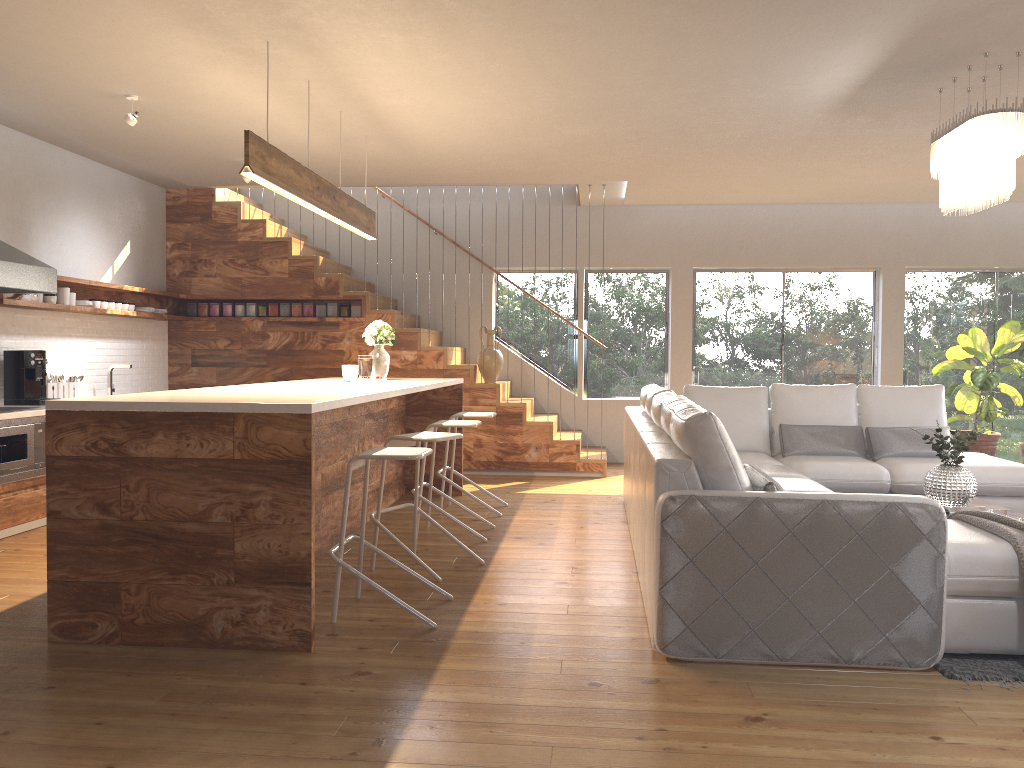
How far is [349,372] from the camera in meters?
6.2 m

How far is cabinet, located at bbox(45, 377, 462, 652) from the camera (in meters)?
3.45

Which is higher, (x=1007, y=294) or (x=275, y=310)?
(x=1007, y=294)

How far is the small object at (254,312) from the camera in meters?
8.8 m

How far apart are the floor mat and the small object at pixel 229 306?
7.27m

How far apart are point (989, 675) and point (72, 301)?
6.63m

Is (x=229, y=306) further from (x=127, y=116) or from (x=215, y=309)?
(x=127, y=116)

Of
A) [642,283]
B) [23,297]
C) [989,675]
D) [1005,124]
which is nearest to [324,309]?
[23,297]

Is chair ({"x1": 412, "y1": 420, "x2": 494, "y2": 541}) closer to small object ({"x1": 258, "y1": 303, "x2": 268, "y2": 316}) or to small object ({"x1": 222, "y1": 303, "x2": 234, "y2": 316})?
small object ({"x1": 258, "y1": 303, "x2": 268, "y2": 316})

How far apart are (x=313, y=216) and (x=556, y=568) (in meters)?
5.20
